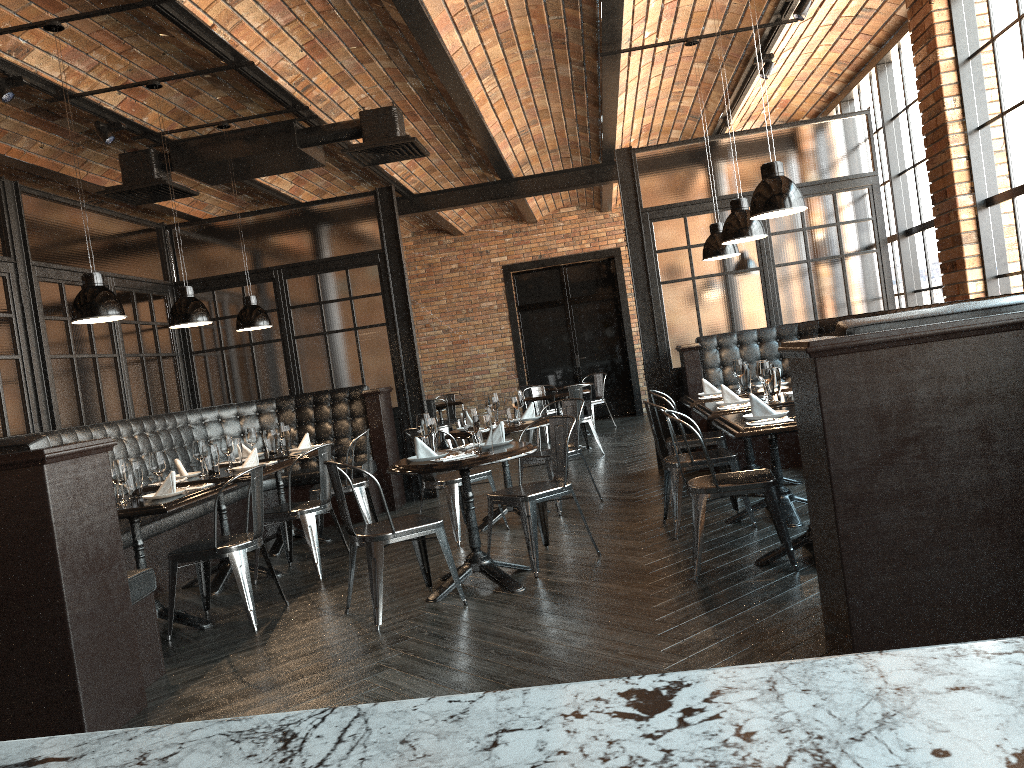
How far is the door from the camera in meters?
15.4 m

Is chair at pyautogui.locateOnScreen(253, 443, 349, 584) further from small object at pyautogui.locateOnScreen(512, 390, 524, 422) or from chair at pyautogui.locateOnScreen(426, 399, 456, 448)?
chair at pyautogui.locateOnScreen(426, 399, 456, 448)

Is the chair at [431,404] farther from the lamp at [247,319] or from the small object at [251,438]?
the small object at [251,438]

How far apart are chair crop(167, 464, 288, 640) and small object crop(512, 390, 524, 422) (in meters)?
2.24

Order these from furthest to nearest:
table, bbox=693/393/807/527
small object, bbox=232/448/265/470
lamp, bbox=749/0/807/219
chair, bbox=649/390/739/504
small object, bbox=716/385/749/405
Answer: chair, bbox=649/390/739/504 < small object, bbox=232/448/265/470 < small object, bbox=716/385/749/405 < table, bbox=693/393/807/527 < lamp, bbox=749/0/807/219

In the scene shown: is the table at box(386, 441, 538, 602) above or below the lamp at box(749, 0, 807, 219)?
below

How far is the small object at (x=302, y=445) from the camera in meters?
7.1 m

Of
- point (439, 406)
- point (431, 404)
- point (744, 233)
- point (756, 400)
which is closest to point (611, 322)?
point (439, 406)

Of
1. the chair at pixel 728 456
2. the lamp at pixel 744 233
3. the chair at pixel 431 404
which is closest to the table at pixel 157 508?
the chair at pixel 728 456

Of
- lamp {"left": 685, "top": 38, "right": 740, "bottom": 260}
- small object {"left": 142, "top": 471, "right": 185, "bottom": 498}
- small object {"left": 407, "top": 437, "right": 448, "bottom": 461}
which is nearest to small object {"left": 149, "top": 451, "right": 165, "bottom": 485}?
small object {"left": 142, "top": 471, "right": 185, "bottom": 498}
